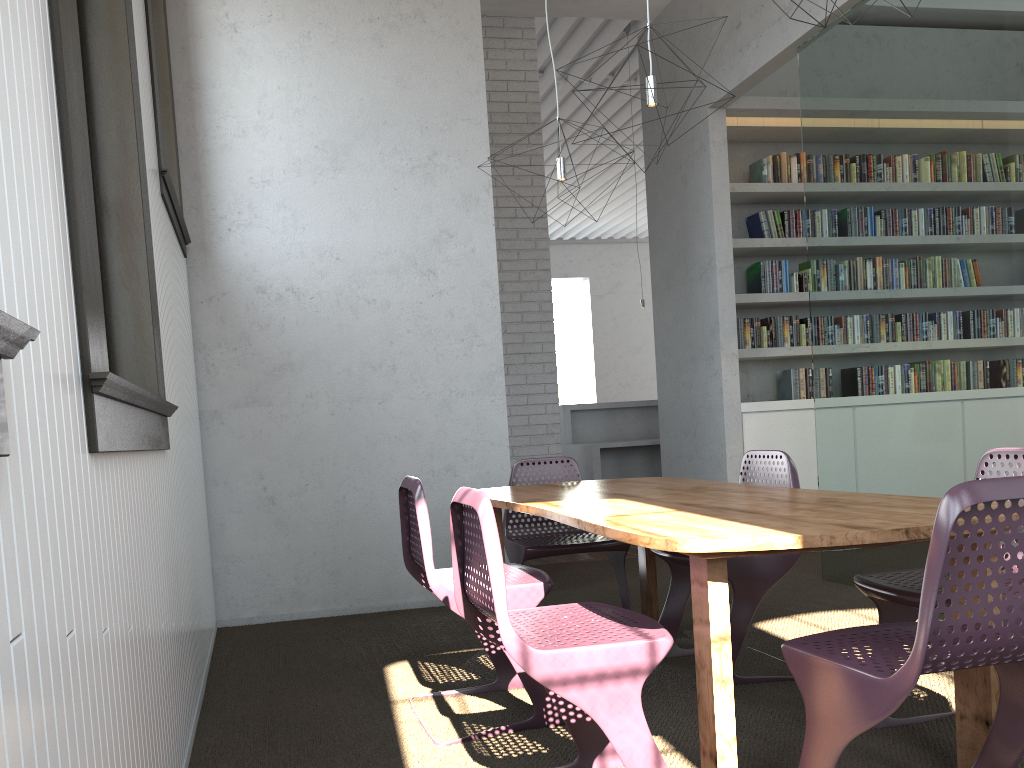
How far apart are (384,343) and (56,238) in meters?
3.4
